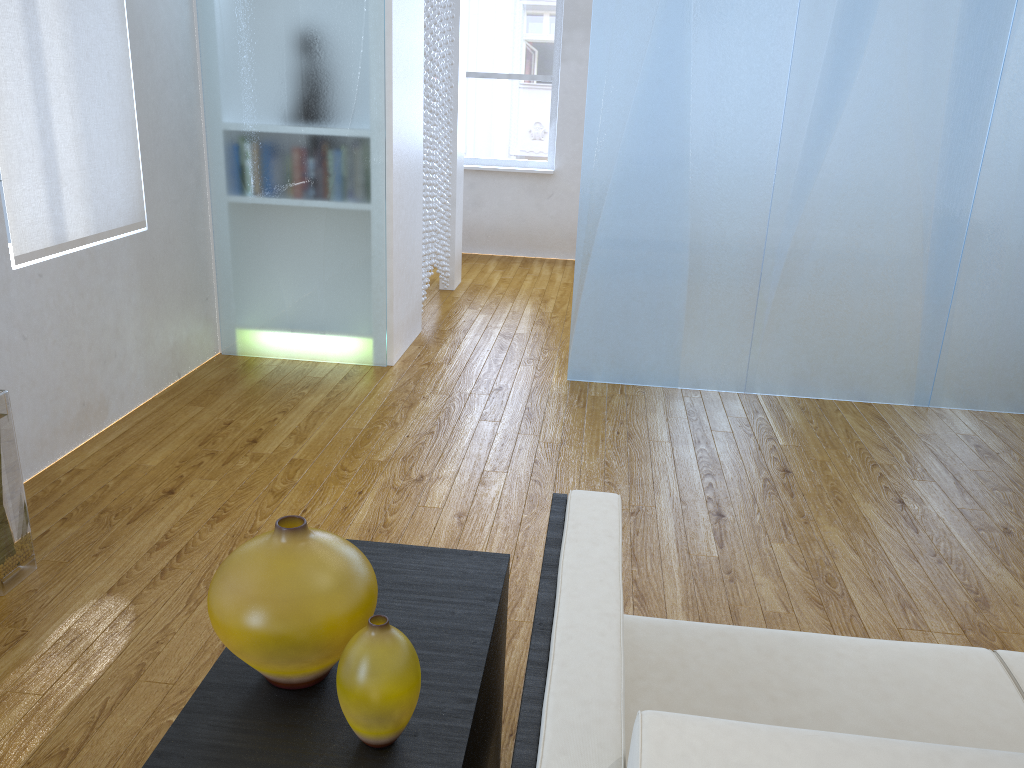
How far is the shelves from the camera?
1.0m

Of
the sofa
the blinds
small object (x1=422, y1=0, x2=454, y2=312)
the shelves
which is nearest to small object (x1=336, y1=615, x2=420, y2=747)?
the shelves

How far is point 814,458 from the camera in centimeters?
309cm

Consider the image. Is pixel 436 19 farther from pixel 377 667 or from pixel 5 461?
pixel 377 667

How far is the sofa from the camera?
0.7m

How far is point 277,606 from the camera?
1.0 meters

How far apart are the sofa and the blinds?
2.0m

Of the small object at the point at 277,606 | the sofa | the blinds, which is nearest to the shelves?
the small object at the point at 277,606

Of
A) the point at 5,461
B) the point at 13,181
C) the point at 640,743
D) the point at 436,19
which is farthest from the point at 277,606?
the point at 436,19

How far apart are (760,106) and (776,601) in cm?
201
